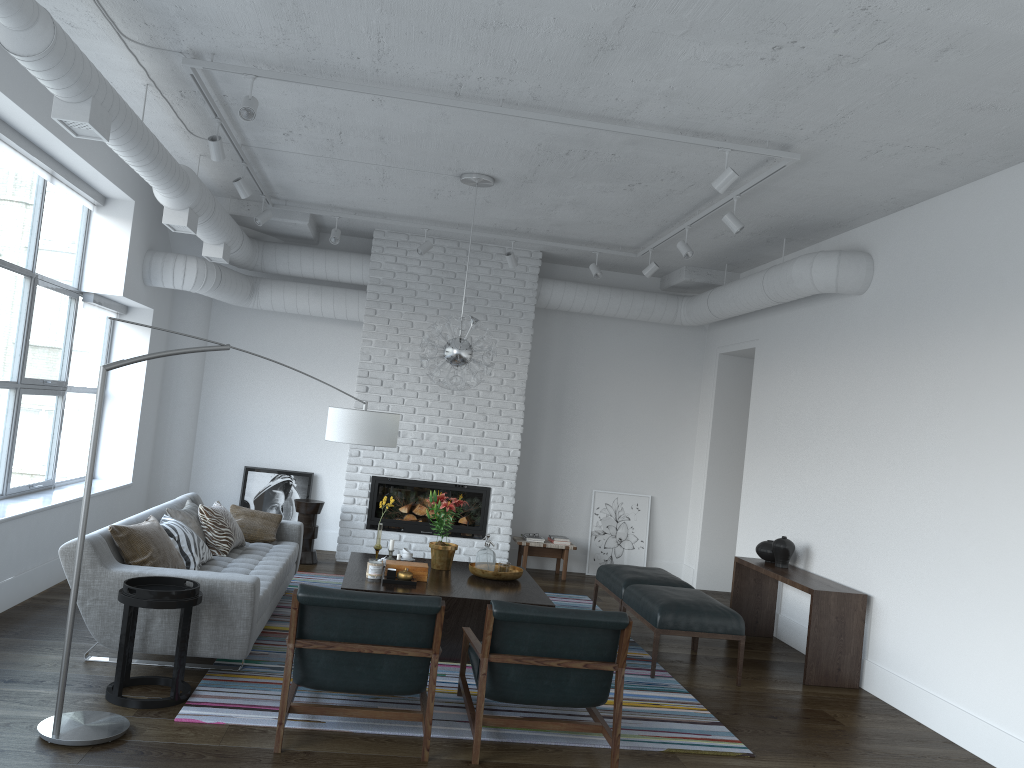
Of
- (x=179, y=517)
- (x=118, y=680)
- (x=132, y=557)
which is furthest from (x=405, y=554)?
(x=118, y=680)

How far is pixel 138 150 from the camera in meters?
4.9 m

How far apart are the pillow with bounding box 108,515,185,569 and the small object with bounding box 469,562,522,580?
1.94m

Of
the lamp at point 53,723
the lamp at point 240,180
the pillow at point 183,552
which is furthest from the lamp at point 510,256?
the pillow at point 183,552

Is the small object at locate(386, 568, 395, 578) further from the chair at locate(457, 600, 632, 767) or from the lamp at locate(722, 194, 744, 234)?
the lamp at locate(722, 194, 744, 234)

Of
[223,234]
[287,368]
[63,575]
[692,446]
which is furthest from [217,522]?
[692,446]

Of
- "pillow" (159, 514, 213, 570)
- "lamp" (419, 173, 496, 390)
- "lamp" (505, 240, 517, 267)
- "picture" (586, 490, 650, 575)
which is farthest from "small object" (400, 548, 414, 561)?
"picture" (586, 490, 650, 575)

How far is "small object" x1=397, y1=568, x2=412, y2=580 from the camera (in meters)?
5.60

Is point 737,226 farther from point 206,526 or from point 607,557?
point 607,557

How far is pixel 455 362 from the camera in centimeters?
612cm
